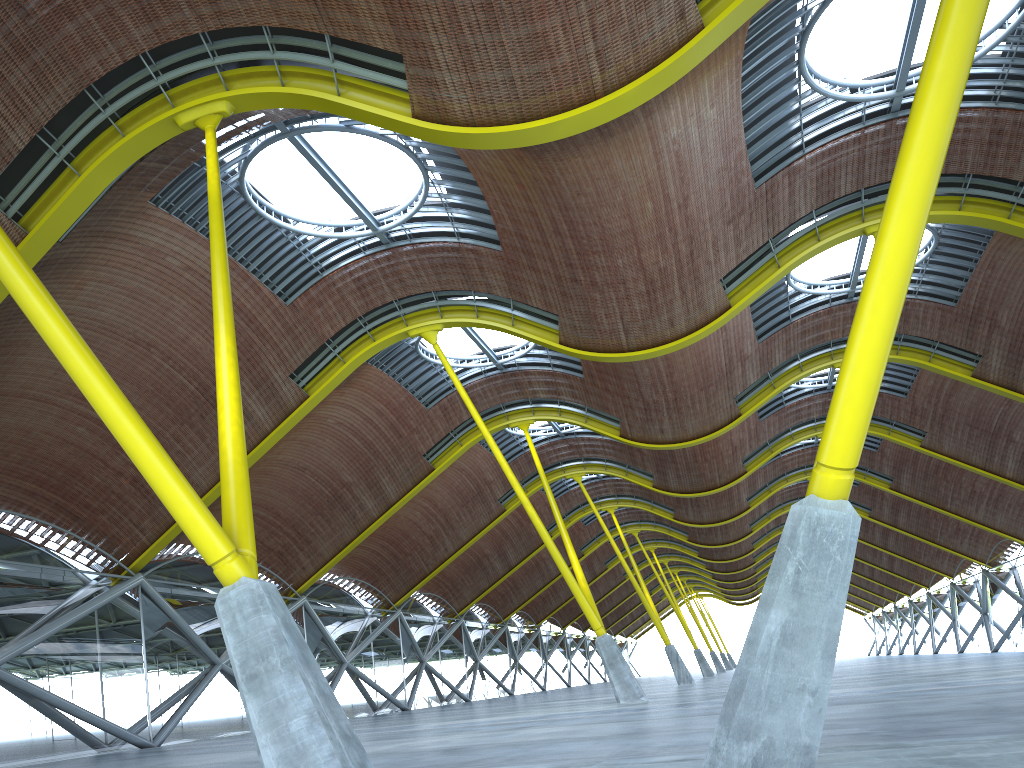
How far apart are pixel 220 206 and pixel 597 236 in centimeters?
1130cm
